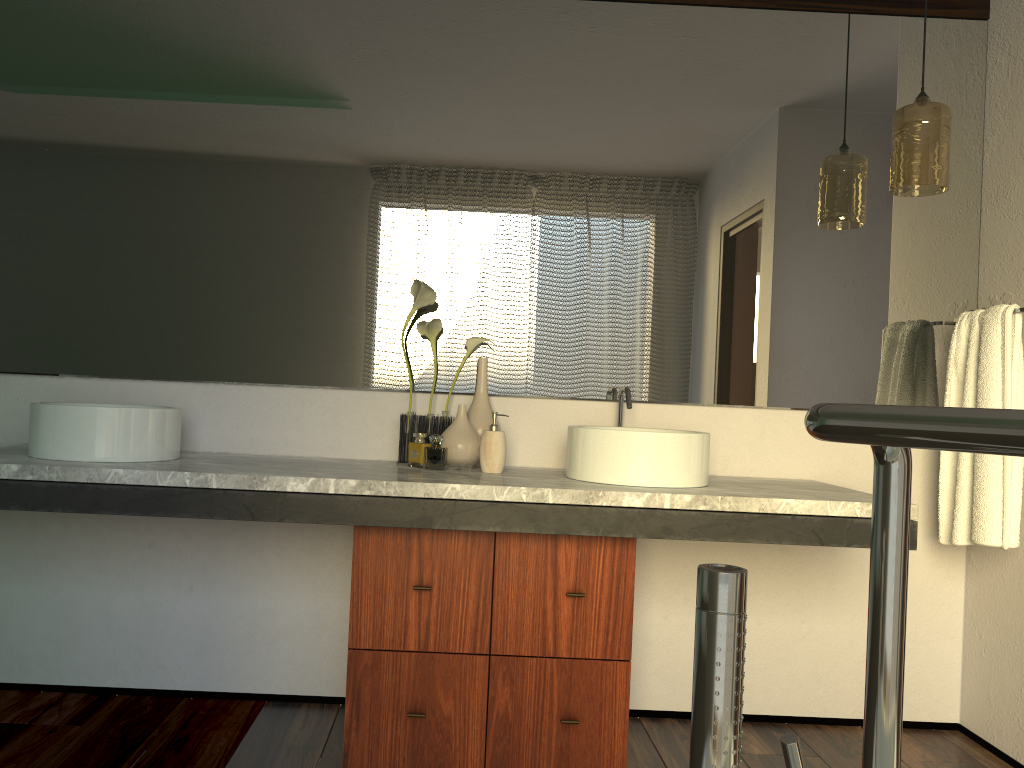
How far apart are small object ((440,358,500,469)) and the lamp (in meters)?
1.18

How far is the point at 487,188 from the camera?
2.5m

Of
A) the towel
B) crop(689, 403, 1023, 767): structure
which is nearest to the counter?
the towel

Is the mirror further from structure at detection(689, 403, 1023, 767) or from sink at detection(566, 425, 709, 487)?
structure at detection(689, 403, 1023, 767)

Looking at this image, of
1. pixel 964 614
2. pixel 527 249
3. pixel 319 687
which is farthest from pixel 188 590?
pixel 964 614

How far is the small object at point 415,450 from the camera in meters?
2.3

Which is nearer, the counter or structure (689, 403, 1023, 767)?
structure (689, 403, 1023, 767)

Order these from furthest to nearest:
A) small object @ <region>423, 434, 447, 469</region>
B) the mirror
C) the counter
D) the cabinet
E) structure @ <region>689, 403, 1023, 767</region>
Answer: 1. small object @ <region>423, 434, 447, 469</region>
2. the mirror
3. the cabinet
4. the counter
5. structure @ <region>689, 403, 1023, 767</region>

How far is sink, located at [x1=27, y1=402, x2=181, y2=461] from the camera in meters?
2.0

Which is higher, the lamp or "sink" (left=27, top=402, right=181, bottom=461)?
the lamp
